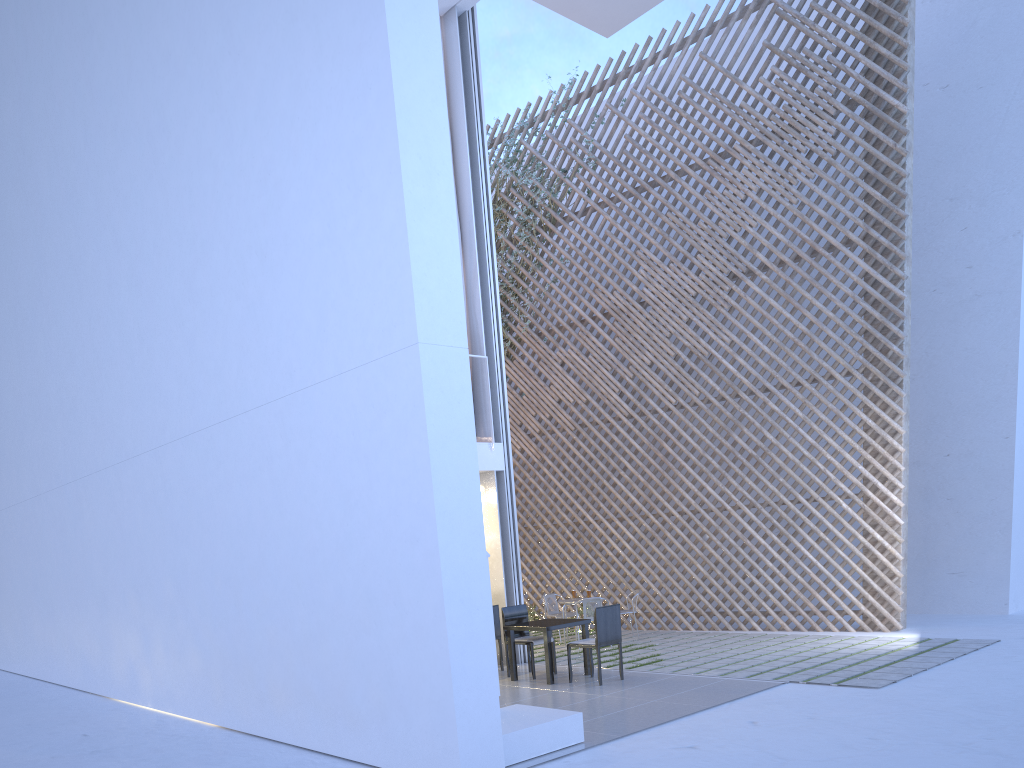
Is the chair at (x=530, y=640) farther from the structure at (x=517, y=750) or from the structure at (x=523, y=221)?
the structure at (x=523, y=221)

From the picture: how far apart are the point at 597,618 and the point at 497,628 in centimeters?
96cm

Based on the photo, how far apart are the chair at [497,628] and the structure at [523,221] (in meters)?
3.79

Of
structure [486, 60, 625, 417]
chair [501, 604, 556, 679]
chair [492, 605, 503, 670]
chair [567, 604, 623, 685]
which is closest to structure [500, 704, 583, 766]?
chair [567, 604, 623, 685]

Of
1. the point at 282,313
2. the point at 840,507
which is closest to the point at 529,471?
the point at 840,507

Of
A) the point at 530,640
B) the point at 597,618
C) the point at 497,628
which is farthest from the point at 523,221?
the point at 597,618

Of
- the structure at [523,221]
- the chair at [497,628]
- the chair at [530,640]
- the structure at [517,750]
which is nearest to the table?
the chair at [530,640]

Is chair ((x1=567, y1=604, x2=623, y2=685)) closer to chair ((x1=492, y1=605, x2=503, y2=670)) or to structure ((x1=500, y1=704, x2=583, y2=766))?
chair ((x1=492, y1=605, x2=503, y2=670))

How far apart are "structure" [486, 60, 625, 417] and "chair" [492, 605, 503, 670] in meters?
3.8

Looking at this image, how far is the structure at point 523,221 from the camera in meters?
7.7 m
